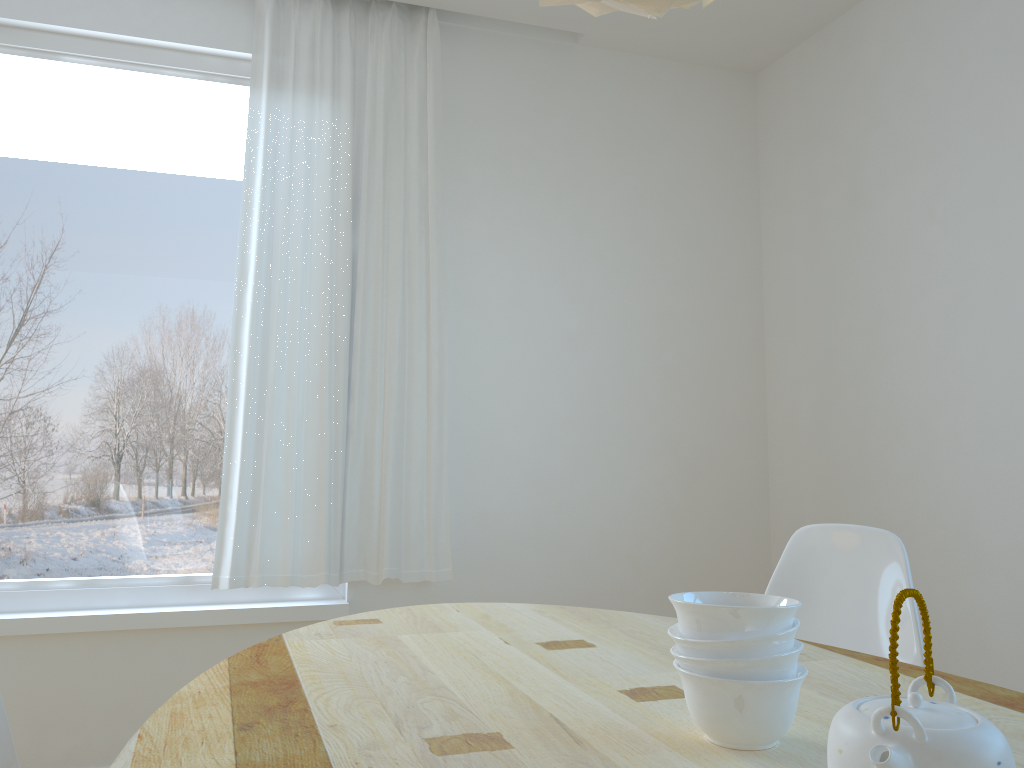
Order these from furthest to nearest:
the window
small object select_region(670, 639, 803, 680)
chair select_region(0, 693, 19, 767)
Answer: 1. the window
2. chair select_region(0, 693, 19, 767)
3. small object select_region(670, 639, 803, 680)

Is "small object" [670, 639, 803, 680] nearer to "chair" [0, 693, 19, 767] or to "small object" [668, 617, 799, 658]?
"small object" [668, 617, 799, 658]

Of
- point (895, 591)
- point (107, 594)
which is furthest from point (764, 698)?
point (107, 594)

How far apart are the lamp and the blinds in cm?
198

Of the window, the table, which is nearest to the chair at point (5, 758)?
the table

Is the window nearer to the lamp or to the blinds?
the blinds

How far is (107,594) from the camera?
2.9m

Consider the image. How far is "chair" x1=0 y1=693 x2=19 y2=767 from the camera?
1.5 meters

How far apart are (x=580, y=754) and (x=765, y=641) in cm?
24

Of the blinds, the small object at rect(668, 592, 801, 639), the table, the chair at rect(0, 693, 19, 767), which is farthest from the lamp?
the blinds
